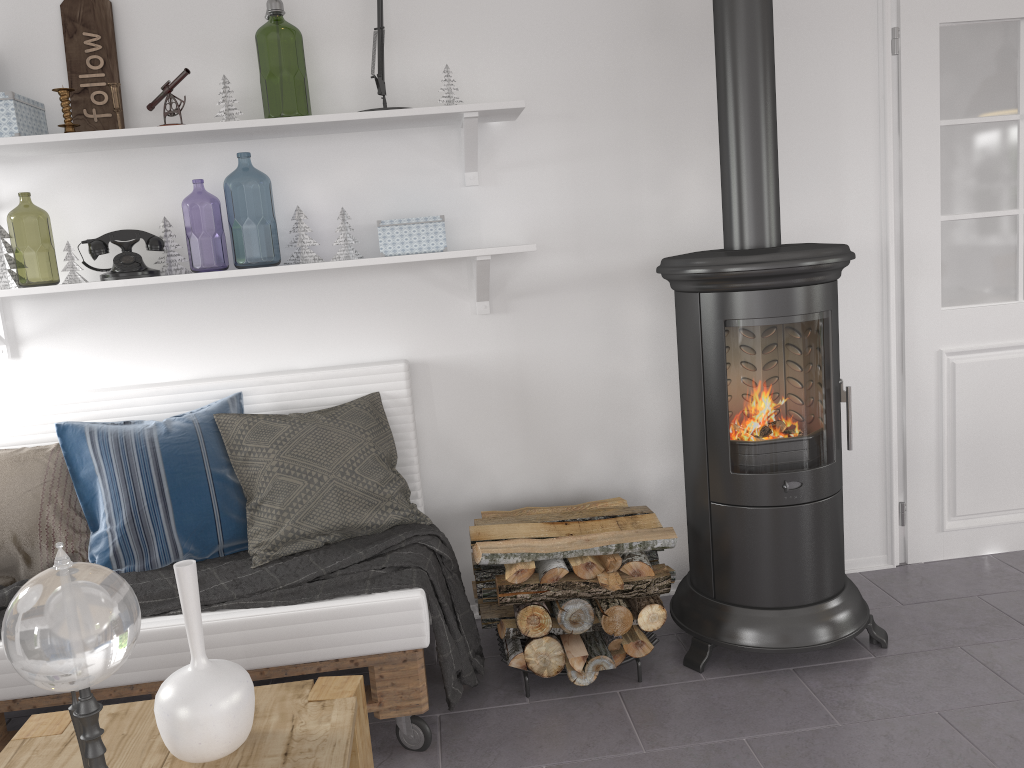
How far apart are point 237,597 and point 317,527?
0.29m

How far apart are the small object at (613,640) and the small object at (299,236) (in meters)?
1.42

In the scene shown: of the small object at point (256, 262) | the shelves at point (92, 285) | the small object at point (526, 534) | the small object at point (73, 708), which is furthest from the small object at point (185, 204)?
the small object at point (73, 708)

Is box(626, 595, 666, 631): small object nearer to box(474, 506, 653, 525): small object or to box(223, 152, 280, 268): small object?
box(474, 506, 653, 525): small object

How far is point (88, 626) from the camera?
1.0m

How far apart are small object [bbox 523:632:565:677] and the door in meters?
1.5 m

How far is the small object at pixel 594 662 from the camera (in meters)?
2.42

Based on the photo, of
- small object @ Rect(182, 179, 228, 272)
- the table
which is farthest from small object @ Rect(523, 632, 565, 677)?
small object @ Rect(182, 179, 228, 272)

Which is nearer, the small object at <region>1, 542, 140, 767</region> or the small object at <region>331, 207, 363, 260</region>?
the small object at <region>1, 542, 140, 767</region>

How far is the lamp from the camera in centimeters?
261cm
